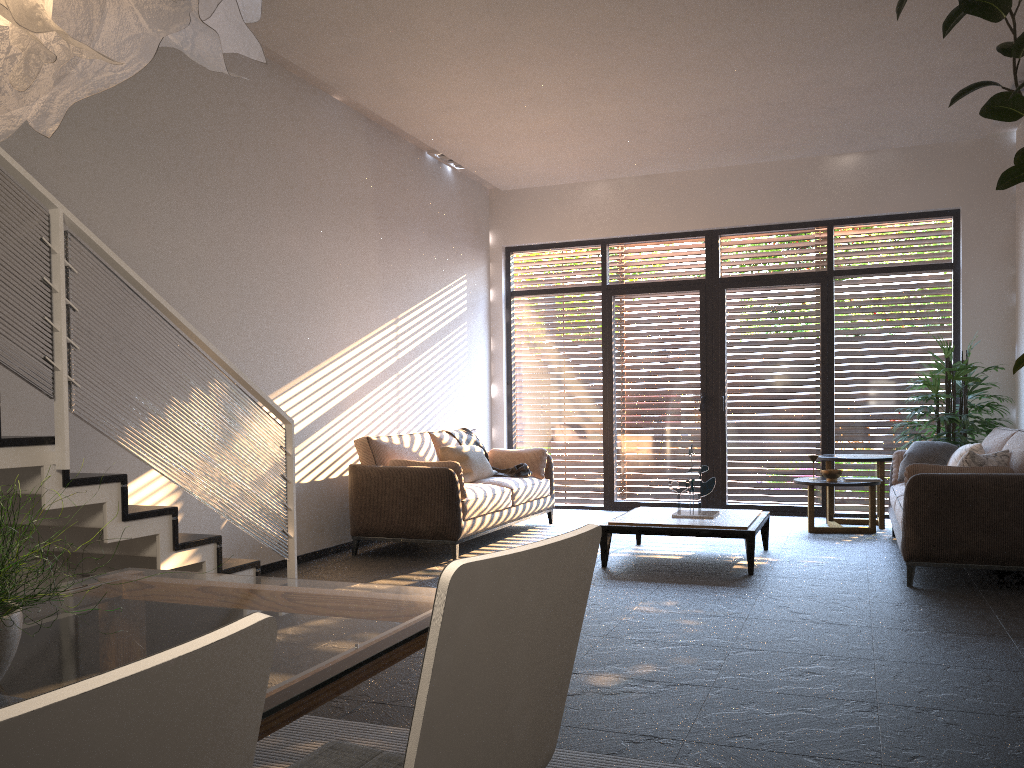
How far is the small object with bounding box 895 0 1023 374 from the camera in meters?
3.2 m

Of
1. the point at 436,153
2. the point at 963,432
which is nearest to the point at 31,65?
the point at 436,153

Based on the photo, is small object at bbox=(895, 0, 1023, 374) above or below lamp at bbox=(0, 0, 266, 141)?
above

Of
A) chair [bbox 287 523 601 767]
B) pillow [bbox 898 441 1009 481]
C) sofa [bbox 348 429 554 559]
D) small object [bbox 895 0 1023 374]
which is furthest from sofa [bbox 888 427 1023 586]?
chair [bbox 287 523 601 767]

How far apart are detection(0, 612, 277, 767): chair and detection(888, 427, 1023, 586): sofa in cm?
516

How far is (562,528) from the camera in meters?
8.1

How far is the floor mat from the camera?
2.7 meters

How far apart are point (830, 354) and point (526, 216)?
3.53m

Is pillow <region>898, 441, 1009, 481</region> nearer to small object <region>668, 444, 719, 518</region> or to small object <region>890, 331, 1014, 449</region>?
small object <region>890, 331, 1014, 449</region>

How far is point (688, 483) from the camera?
6.3m
